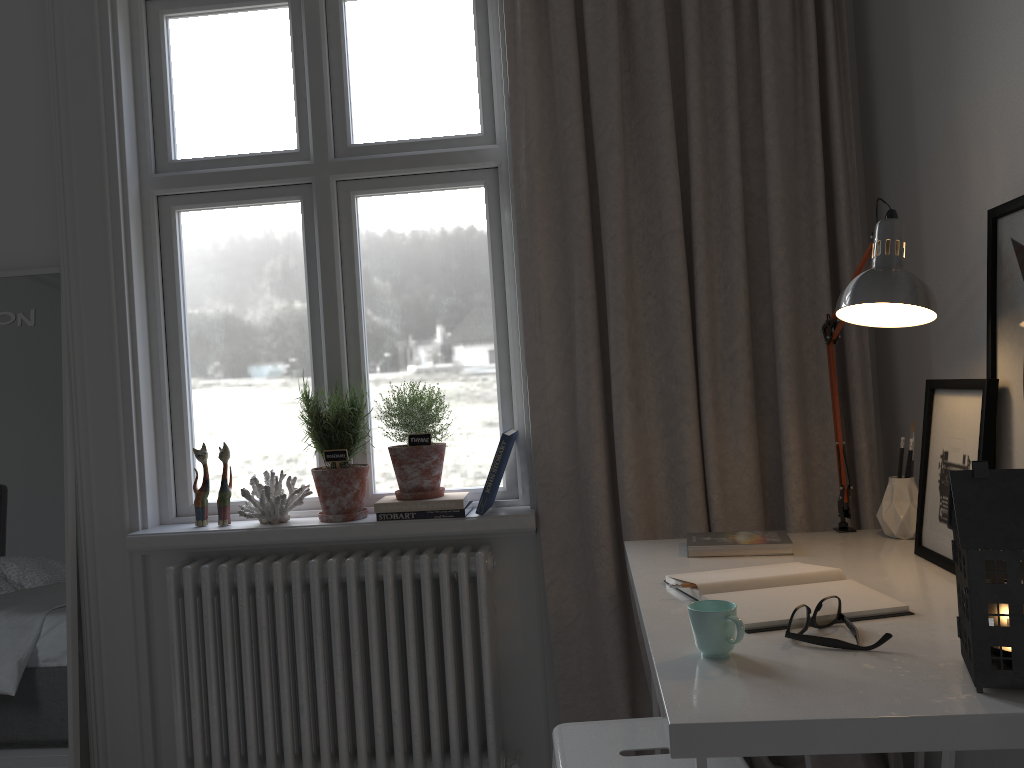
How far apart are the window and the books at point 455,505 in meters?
0.1 m

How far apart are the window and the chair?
0.86m

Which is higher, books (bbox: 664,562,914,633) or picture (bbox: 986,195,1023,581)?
picture (bbox: 986,195,1023,581)

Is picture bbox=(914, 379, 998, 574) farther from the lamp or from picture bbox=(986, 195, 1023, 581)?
the lamp

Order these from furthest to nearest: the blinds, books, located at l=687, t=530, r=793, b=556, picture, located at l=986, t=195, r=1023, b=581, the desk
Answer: the blinds
books, located at l=687, t=530, r=793, b=556
picture, located at l=986, t=195, r=1023, b=581
the desk

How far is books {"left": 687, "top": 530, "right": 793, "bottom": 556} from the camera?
1.8m

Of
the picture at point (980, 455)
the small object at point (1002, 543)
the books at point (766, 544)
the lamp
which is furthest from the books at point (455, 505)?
the small object at point (1002, 543)

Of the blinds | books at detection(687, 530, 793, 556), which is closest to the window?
the blinds

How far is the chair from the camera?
1.4 meters

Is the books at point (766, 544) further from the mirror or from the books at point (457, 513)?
the mirror
